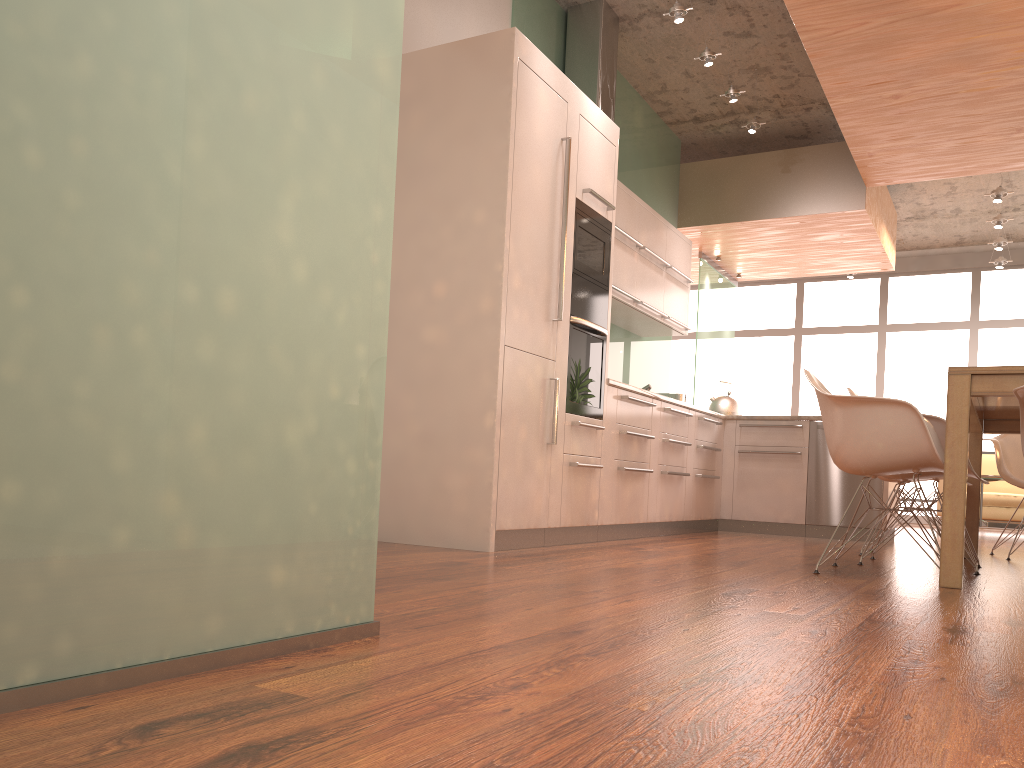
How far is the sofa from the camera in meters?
8.7

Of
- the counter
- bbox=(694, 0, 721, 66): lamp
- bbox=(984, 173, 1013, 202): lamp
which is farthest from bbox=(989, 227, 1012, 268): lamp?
the counter

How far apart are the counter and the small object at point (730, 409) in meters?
1.7

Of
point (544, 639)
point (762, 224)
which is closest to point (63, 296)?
point (544, 639)

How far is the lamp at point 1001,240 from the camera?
9.2 meters

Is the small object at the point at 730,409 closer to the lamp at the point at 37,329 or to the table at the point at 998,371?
the table at the point at 998,371

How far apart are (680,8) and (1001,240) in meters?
5.8 m

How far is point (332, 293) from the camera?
1.61m

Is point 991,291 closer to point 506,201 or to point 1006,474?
→ point 1006,474

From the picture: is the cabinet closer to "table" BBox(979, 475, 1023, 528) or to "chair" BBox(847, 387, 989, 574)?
"chair" BBox(847, 387, 989, 574)
